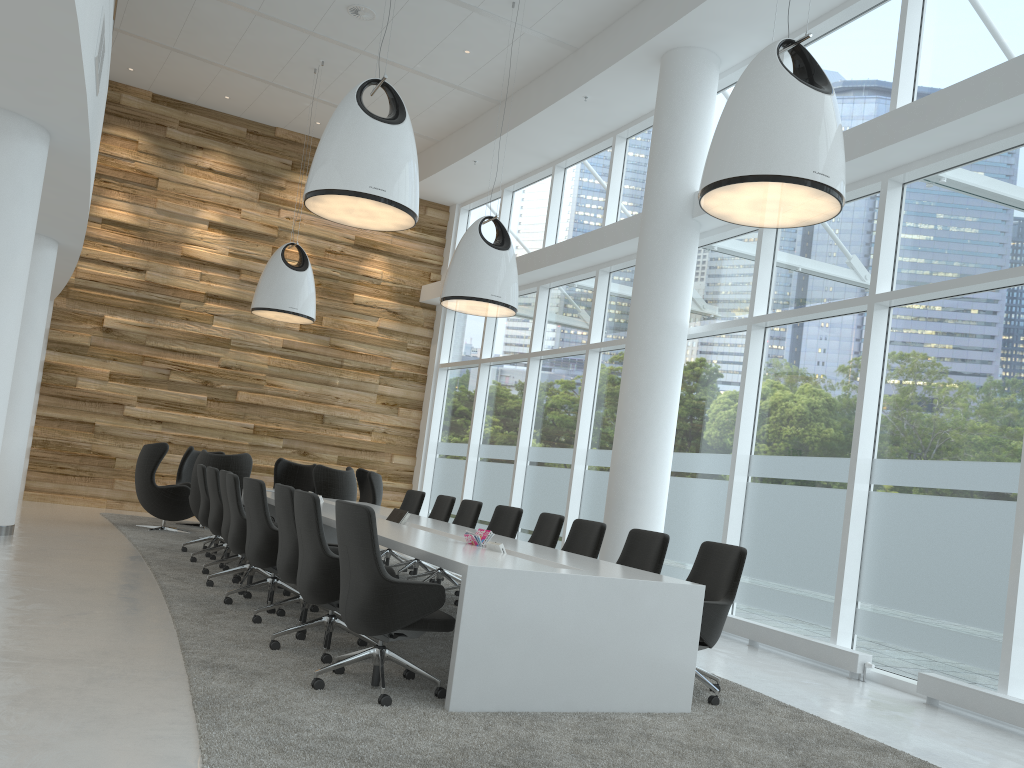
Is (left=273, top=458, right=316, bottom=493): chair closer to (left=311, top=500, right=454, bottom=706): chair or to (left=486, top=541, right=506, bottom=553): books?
(left=486, top=541, right=506, bottom=553): books

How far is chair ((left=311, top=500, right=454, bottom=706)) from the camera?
4.39m

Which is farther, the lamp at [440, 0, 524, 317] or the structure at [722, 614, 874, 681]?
the lamp at [440, 0, 524, 317]

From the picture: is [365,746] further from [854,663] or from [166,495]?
[166,495]

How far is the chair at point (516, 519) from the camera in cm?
844

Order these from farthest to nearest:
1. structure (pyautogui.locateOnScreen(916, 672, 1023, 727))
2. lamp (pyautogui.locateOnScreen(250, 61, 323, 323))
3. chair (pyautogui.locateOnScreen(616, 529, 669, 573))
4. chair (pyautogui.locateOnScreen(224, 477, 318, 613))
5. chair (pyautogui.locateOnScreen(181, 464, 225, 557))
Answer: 1. lamp (pyautogui.locateOnScreen(250, 61, 323, 323))
2. chair (pyautogui.locateOnScreen(181, 464, 225, 557))
3. chair (pyautogui.locateOnScreen(224, 477, 318, 613))
4. chair (pyautogui.locateOnScreen(616, 529, 669, 573))
5. structure (pyautogui.locateOnScreen(916, 672, 1023, 727))

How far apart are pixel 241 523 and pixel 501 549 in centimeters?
271cm

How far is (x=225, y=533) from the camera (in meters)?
8.04

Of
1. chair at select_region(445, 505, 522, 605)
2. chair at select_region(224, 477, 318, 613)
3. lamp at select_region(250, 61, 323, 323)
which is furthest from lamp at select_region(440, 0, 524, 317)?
chair at select_region(224, 477, 318, 613)

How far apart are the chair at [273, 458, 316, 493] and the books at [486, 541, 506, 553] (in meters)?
8.48
